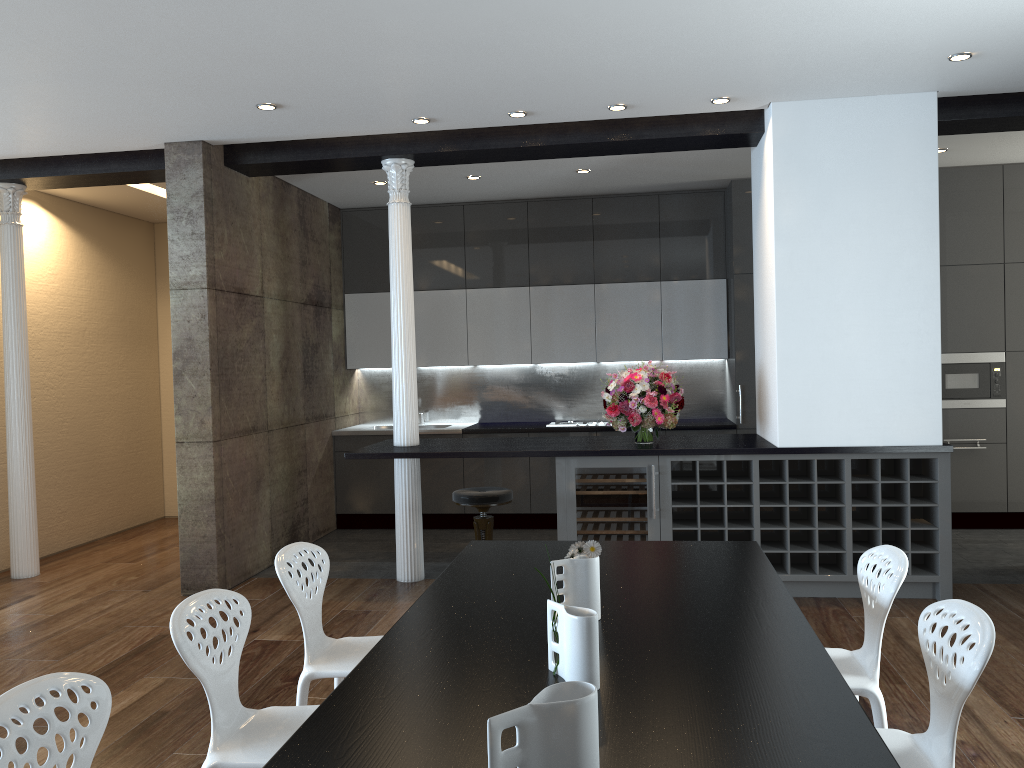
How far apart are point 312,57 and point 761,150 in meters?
3.0

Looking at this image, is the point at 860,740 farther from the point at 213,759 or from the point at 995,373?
the point at 995,373

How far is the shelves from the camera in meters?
5.3

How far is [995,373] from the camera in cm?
726

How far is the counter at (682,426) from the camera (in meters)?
7.62

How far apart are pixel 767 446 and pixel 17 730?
4.4 meters

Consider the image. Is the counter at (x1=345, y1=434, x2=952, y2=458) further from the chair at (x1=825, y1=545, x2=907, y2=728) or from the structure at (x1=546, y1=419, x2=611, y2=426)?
the chair at (x1=825, y1=545, x2=907, y2=728)

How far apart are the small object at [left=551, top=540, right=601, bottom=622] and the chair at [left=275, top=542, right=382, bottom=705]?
1.0 meters

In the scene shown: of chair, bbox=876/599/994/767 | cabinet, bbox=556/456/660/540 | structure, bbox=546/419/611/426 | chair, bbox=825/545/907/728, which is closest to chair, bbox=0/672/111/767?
chair, bbox=876/599/994/767

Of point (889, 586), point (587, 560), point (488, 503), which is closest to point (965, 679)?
point (889, 586)
